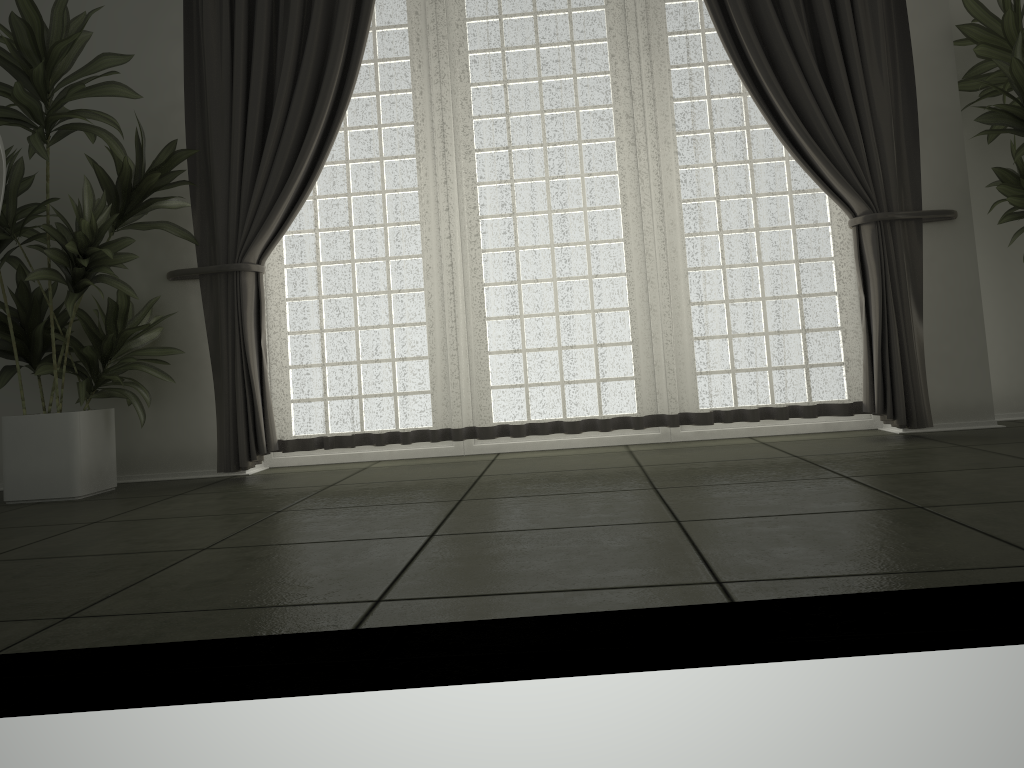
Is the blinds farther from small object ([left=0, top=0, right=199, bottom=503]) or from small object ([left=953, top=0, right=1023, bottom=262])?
small object ([left=953, top=0, right=1023, bottom=262])

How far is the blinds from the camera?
3.72m

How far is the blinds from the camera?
3.72m

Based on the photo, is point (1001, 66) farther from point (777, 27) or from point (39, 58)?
point (39, 58)

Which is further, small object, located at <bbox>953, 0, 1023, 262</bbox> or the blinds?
the blinds

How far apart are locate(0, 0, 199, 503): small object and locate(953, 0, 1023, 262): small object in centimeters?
326cm

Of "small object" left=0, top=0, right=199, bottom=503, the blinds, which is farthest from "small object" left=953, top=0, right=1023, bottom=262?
"small object" left=0, top=0, right=199, bottom=503

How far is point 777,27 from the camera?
3.7m

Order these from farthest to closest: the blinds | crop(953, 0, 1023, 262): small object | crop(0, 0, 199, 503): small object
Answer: the blinds < crop(953, 0, 1023, 262): small object < crop(0, 0, 199, 503): small object

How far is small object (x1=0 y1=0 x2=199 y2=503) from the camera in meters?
3.4
